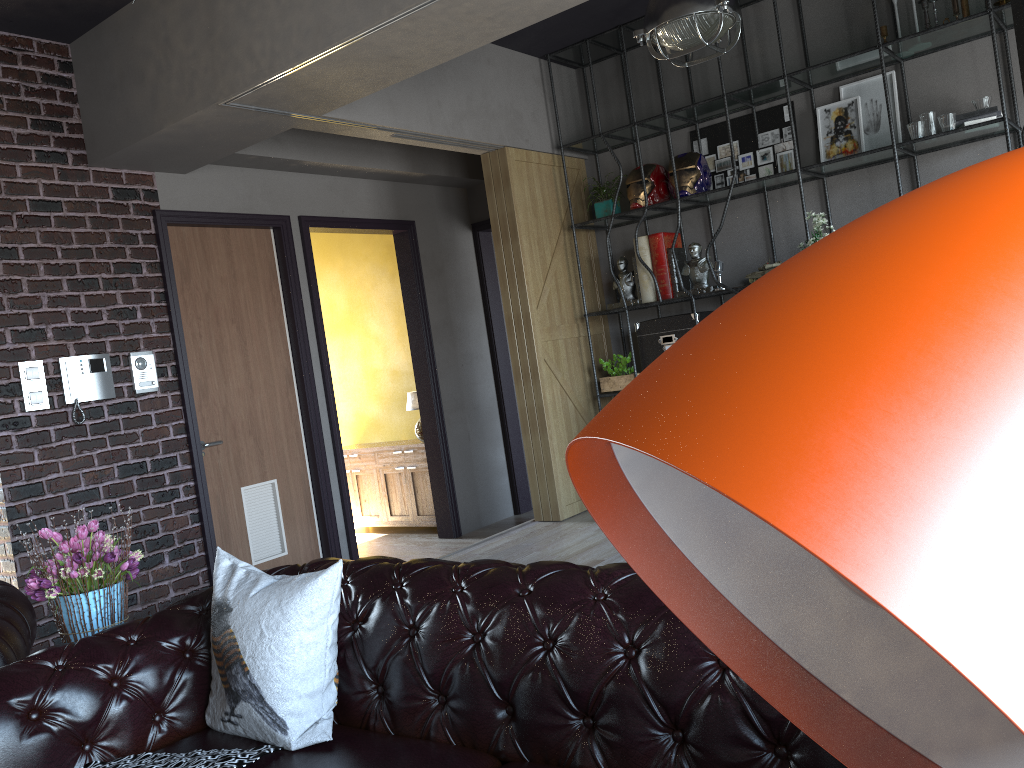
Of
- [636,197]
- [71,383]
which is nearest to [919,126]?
[636,197]

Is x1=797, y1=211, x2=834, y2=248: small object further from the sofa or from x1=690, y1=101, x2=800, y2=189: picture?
the sofa

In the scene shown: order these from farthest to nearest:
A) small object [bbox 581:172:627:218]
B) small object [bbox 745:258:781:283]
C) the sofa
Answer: small object [bbox 581:172:627:218] < small object [bbox 745:258:781:283] < the sofa

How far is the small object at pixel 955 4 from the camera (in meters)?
5.02

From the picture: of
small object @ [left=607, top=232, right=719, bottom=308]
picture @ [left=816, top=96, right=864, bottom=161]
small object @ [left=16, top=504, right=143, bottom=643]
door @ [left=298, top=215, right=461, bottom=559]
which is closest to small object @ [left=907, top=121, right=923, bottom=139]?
picture @ [left=816, top=96, right=864, bottom=161]

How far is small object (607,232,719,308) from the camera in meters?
6.0 m

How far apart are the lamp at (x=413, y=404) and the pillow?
4.8m

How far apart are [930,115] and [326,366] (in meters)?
4.09

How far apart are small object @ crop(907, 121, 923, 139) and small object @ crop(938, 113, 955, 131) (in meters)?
0.11

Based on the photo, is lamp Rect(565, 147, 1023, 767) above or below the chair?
above
